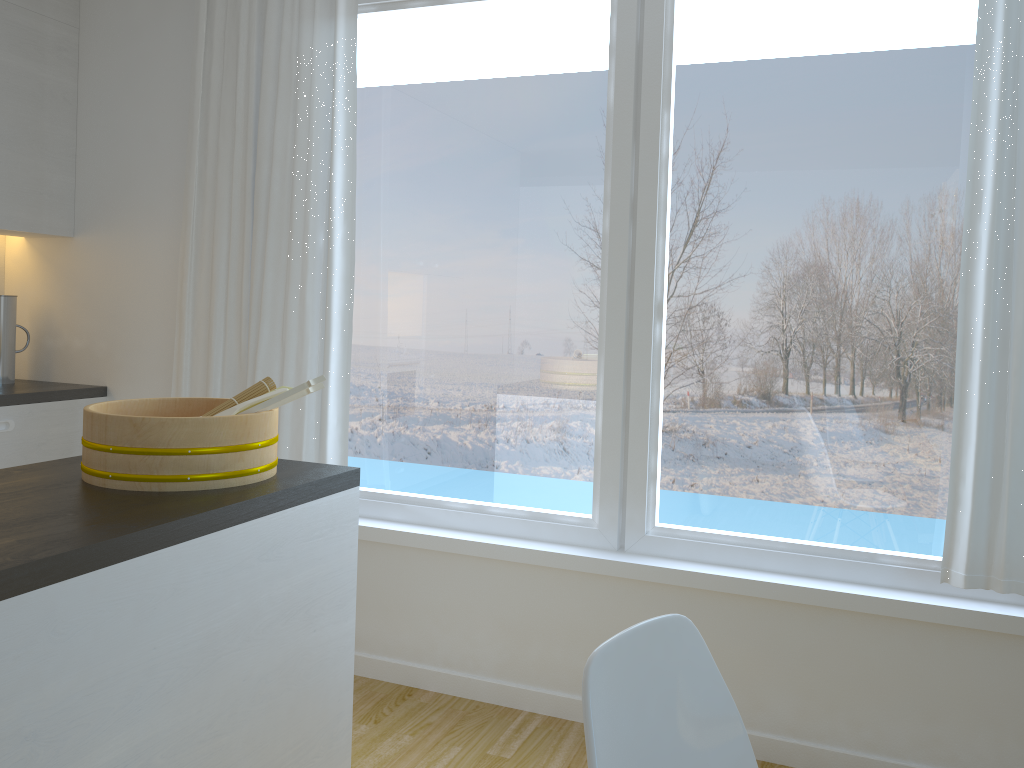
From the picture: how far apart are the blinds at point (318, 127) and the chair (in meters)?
2.04

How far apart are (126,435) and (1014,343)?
2.1m

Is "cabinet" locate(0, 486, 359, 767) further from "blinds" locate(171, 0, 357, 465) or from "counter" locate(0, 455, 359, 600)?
"blinds" locate(171, 0, 357, 465)

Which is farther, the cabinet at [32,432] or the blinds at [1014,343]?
the cabinet at [32,432]

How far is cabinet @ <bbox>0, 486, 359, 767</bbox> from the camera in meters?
1.2 m

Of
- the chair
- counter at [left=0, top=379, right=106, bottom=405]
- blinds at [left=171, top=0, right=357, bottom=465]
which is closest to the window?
blinds at [left=171, top=0, right=357, bottom=465]

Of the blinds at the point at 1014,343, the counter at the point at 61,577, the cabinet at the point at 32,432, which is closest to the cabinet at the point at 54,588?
the counter at the point at 61,577

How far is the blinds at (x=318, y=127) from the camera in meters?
3.1

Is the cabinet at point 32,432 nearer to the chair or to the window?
the window

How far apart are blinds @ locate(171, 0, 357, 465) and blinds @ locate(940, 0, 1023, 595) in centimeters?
193cm
